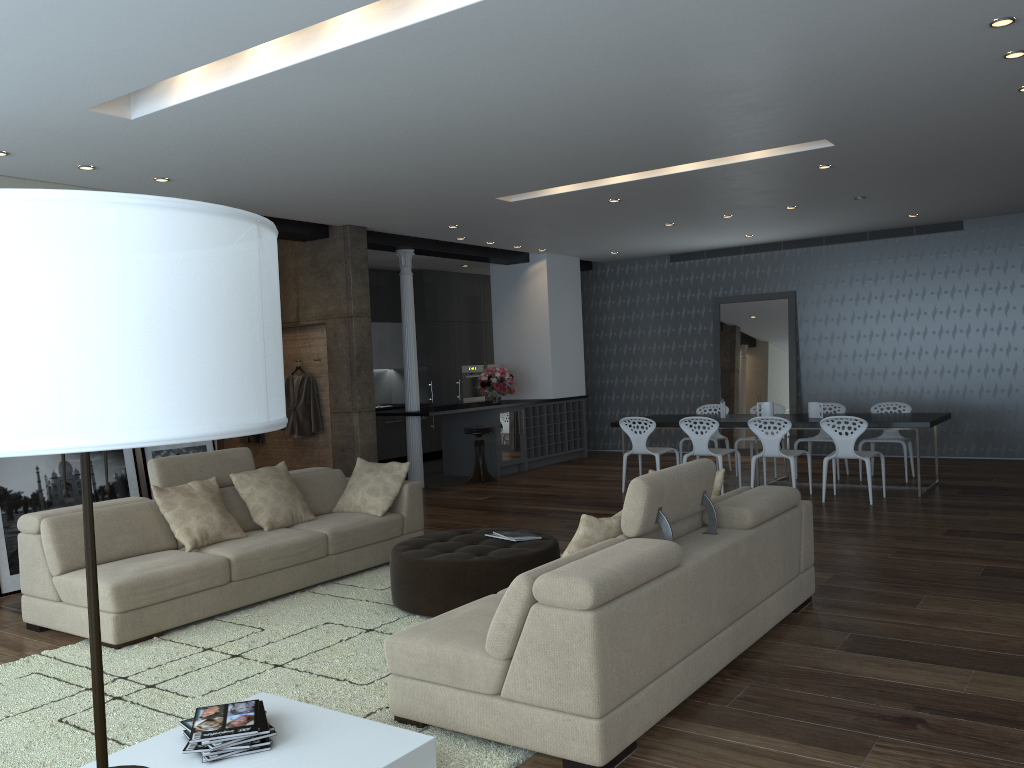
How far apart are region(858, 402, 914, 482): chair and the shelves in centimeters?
445cm

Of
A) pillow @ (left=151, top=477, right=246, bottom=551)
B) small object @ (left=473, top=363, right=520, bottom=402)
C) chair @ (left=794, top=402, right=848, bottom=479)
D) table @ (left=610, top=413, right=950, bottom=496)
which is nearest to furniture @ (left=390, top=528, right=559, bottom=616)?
pillow @ (left=151, top=477, right=246, bottom=551)

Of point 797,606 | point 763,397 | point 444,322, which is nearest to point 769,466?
point 763,397

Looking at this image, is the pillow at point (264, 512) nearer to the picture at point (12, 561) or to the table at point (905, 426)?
the picture at point (12, 561)

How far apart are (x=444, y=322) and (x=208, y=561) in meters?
9.2

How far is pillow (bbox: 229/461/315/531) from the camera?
6.08m

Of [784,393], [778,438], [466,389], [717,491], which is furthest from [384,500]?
[466,389]

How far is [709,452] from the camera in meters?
9.1

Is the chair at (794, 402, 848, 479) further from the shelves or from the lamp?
the lamp

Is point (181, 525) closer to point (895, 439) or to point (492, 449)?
point (492, 449)
